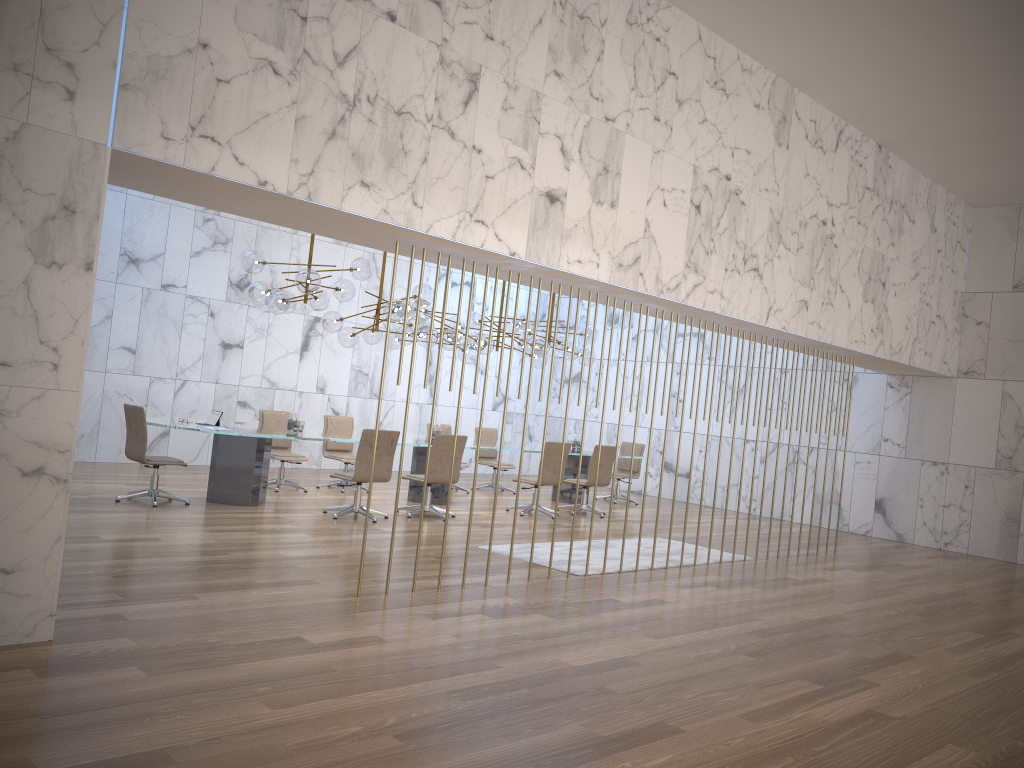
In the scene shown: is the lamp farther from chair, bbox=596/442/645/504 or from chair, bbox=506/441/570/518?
chair, bbox=596/442/645/504

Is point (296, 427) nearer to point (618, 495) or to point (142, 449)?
point (142, 449)

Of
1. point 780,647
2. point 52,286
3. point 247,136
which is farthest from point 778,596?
point 52,286

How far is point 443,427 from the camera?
13.8m

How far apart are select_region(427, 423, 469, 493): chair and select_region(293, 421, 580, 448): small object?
3.7m

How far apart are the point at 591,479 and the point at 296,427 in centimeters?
413cm

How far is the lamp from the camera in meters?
9.7 m

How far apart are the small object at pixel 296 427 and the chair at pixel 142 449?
1.5 meters

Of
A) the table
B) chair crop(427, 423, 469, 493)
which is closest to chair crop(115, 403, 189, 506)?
the table

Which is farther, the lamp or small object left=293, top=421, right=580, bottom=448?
small object left=293, top=421, right=580, bottom=448
